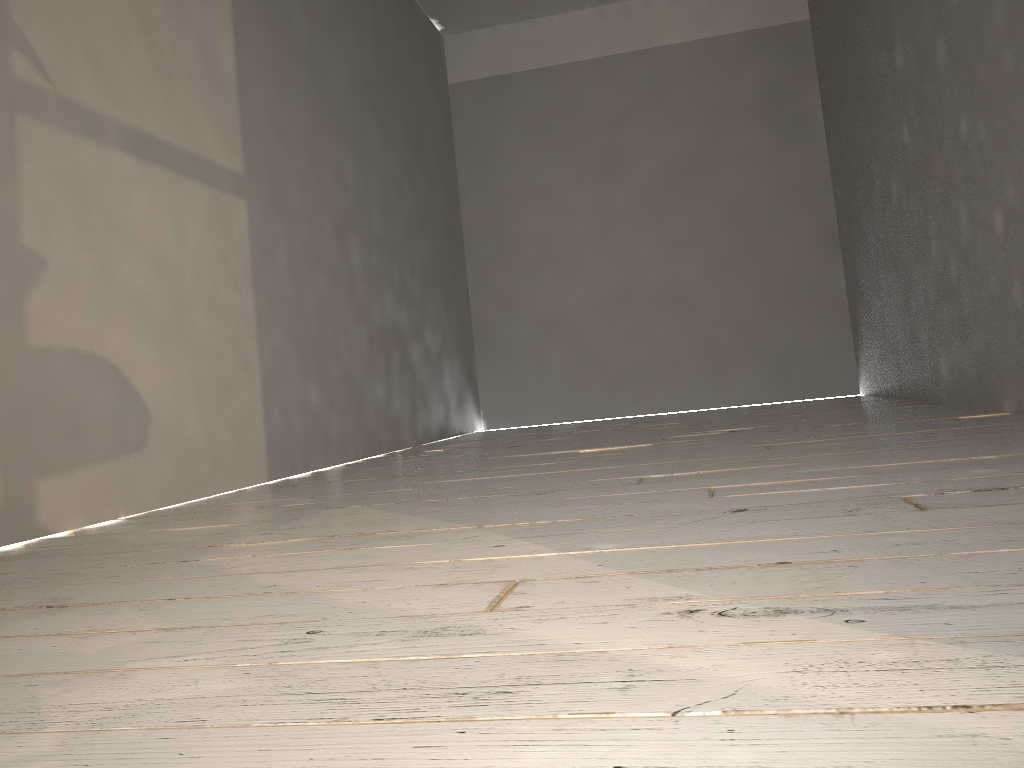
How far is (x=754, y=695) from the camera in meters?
0.6 m

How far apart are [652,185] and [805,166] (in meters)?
1.04
